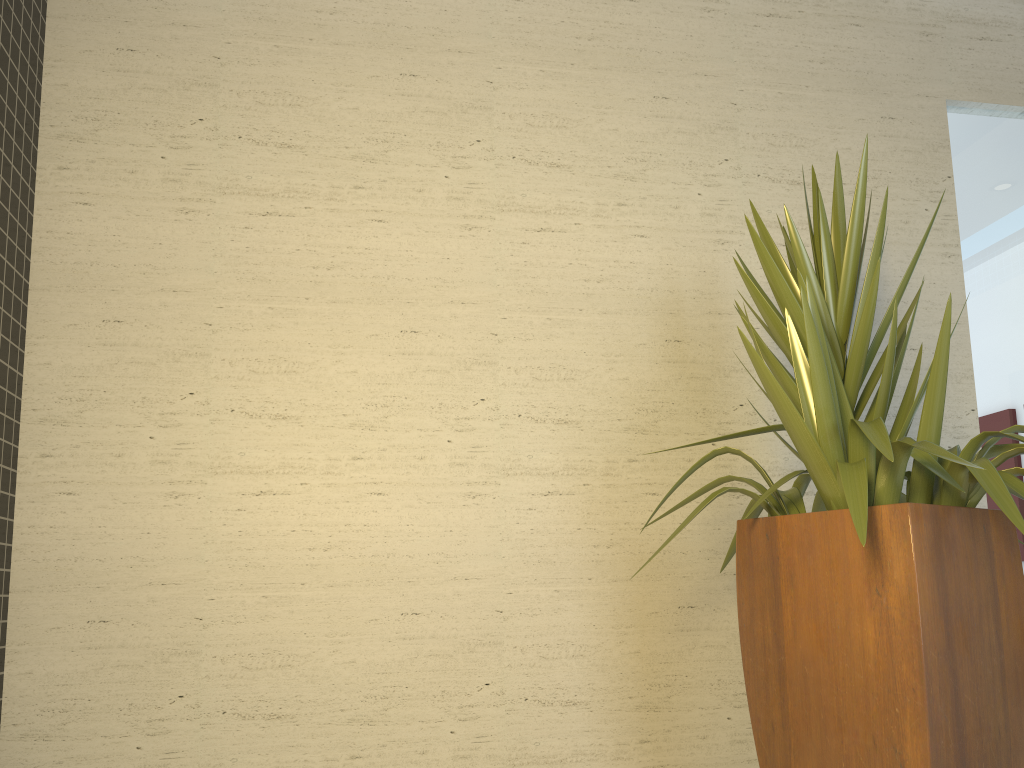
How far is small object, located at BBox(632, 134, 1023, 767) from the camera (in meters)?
1.83

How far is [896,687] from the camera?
1.83m

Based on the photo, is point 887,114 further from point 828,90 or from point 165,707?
point 165,707

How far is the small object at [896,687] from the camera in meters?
1.8 m
